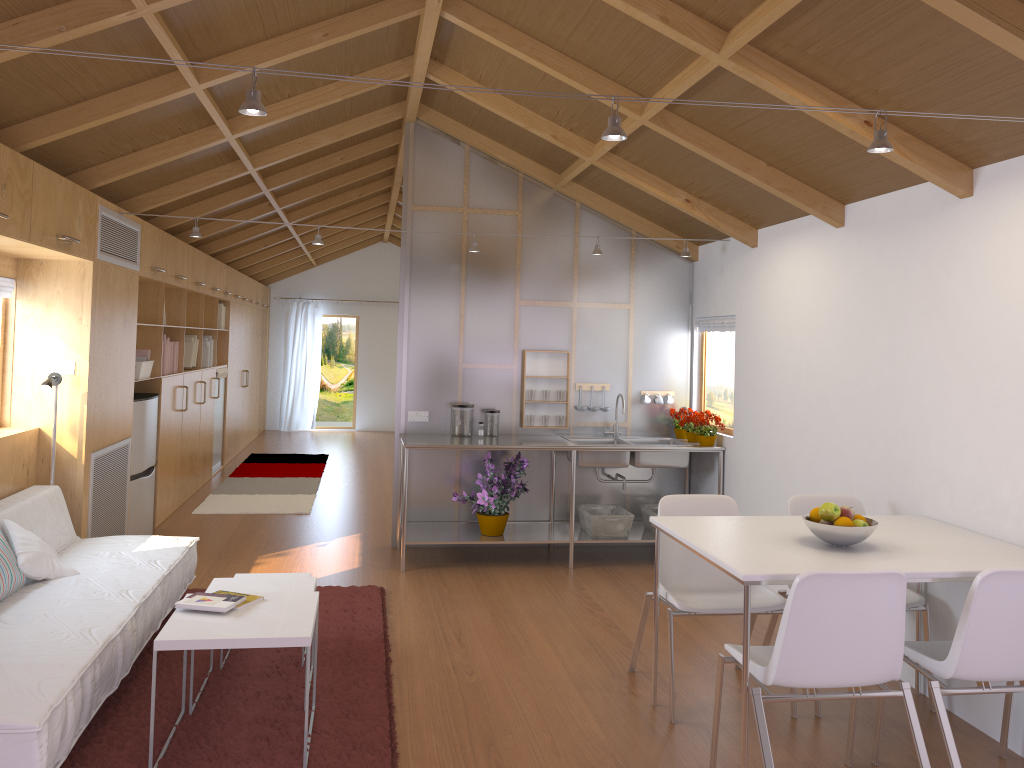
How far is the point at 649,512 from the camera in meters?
6.0

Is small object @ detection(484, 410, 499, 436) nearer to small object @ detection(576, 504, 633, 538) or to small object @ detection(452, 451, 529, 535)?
small object @ detection(452, 451, 529, 535)

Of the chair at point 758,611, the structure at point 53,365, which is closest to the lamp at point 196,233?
the structure at point 53,365

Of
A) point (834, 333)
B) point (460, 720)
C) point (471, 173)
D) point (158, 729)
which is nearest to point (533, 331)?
point (471, 173)

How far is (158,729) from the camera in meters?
3.2 m

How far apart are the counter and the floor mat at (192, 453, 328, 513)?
1.89m

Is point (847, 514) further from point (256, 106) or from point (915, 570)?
point (256, 106)

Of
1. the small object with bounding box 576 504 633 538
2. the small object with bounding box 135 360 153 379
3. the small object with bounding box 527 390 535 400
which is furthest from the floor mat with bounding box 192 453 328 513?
the small object with bounding box 576 504 633 538

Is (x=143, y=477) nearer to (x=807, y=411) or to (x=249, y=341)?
(x=807, y=411)

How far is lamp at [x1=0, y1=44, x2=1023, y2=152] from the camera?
2.2m
